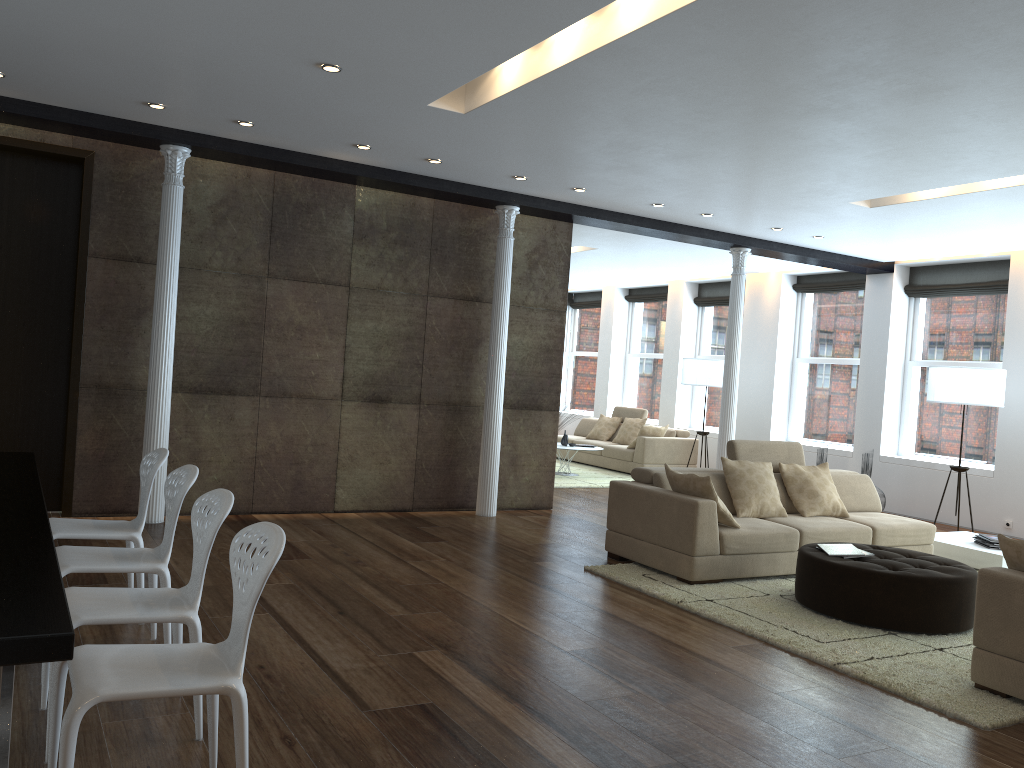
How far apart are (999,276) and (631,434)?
5.4m

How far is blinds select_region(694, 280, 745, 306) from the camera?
13.7m

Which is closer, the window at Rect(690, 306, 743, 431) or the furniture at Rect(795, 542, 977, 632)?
the furniture at Rect(795, 542, 977, 632)

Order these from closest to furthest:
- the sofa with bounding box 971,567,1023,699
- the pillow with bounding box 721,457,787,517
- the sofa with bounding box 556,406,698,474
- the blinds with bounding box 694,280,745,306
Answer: the sofa with bounding box 971,567,1023,699 → the pillow with bounding box 721,457,787,517 → the sofa with bounding box 556,406,698,474 → the blinds with bounding box 694,280,745,306

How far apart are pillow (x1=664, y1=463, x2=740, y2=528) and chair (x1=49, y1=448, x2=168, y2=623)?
3.39m

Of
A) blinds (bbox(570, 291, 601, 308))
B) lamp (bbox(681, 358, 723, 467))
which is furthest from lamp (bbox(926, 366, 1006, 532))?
blinds (bbox(570, 291, 601, 308))

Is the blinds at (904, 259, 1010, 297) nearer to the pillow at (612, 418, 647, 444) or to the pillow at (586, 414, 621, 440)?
the pillow at (612, 418, 647, 444)

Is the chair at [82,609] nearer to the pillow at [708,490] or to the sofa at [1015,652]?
the sofa at [1015,652]

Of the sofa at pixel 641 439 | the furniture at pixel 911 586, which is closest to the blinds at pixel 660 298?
the sofa at pixel 641 439

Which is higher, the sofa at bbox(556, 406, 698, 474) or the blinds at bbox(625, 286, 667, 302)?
the blinds at bbox(625, 286, 667, 302)
